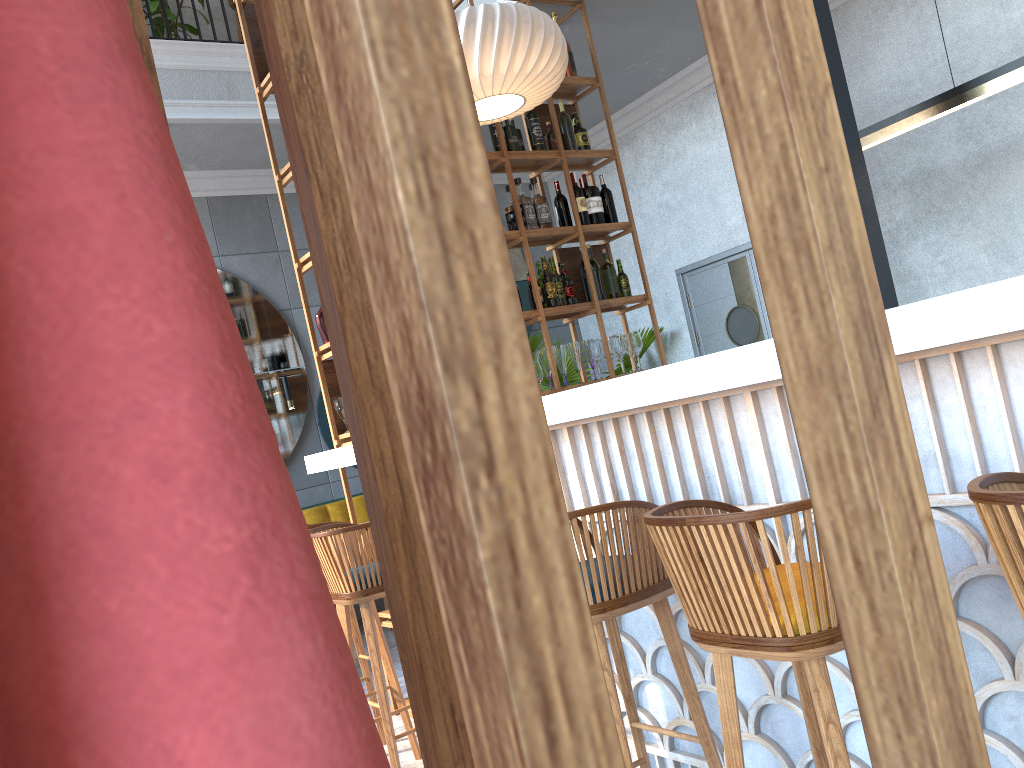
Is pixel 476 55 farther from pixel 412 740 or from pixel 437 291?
pixel 437 291

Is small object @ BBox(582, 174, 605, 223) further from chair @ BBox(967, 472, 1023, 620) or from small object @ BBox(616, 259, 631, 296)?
chair @ BBox(967, 472, 1023, 620)

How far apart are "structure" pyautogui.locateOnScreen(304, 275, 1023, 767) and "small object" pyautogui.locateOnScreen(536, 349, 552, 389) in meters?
1.5 m

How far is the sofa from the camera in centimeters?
646cm

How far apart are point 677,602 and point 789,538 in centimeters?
47cm

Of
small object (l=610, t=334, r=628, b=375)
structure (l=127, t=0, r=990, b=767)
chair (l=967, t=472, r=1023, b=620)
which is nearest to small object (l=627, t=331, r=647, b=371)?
small object (l=610, t=334, r=628, b=375)

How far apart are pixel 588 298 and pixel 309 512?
2.8 meters

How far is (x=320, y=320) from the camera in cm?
412

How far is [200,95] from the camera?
5.67m

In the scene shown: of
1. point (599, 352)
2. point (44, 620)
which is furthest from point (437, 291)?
point (599, 352)
